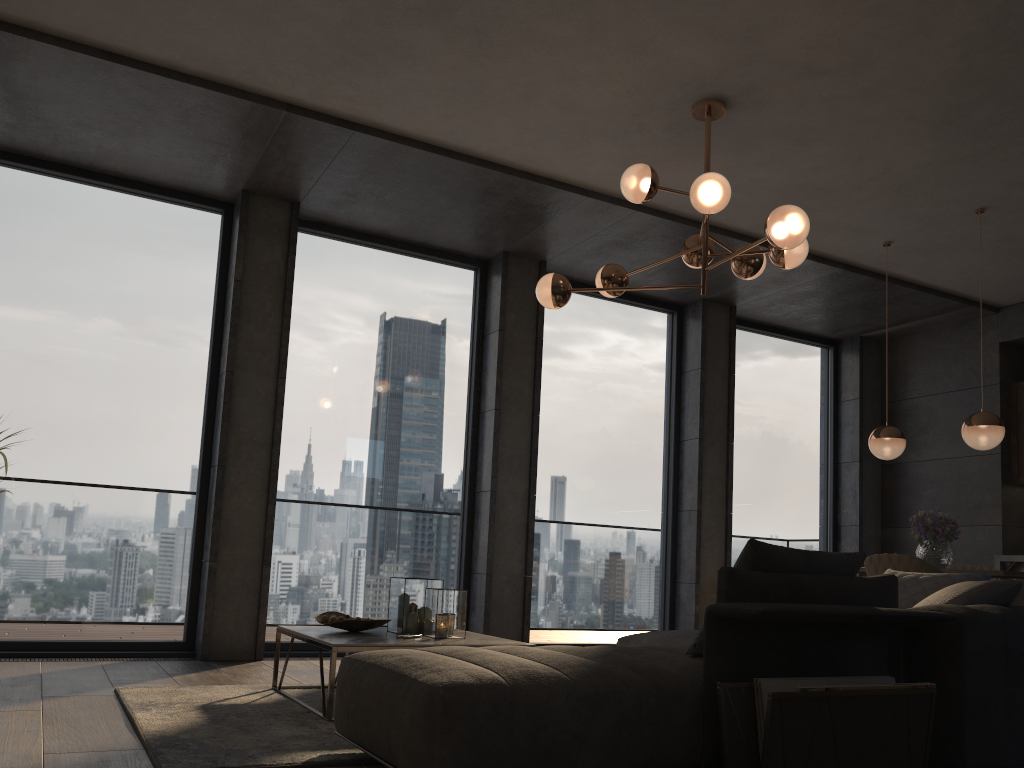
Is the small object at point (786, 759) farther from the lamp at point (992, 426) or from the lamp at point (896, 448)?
the lamp at point (896, 448)

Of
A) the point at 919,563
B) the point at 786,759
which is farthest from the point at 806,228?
the point at 786,759

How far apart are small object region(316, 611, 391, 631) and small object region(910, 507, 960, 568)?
3.5 meters

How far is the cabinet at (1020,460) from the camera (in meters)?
7.34

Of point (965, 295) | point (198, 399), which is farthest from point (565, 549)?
point (965, 295)

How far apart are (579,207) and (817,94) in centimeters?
179cm

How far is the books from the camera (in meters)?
2.50

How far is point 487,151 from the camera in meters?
5.3 m

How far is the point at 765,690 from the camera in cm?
250

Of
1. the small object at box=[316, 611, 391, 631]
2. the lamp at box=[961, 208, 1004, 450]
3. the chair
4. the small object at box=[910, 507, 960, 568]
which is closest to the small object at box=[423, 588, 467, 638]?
the small object at box=[316, 611, 391, 631]
